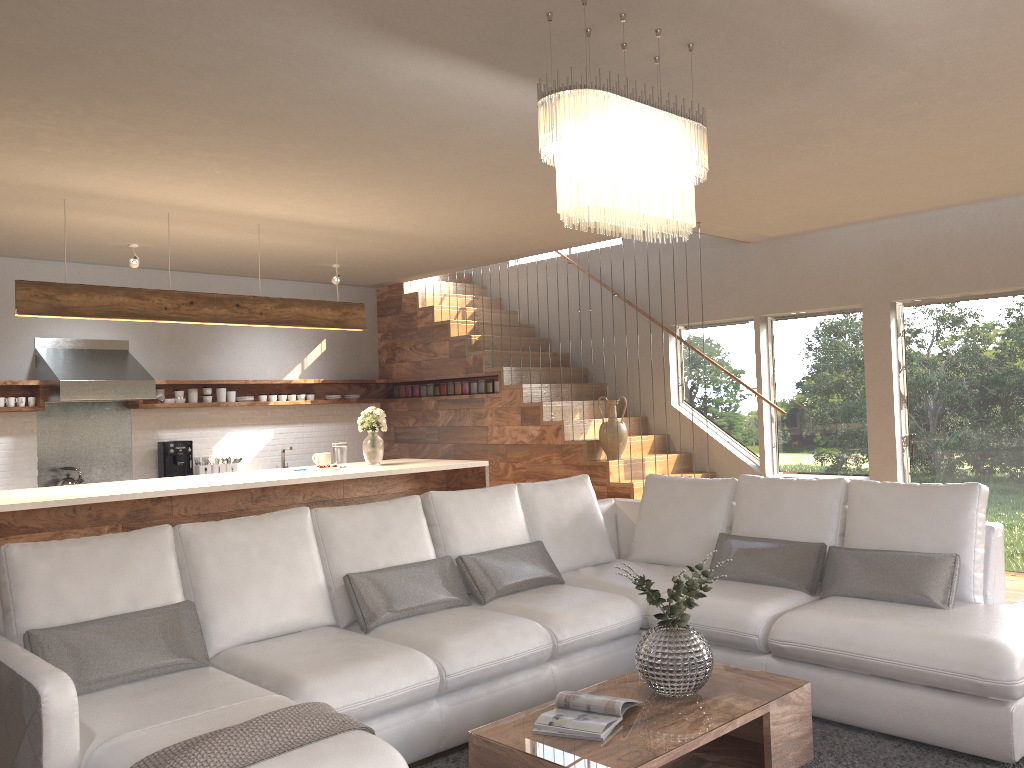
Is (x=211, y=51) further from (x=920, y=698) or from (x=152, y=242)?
(x=152, y=242)

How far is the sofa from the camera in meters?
2.9 m

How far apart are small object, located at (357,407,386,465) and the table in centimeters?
358cm

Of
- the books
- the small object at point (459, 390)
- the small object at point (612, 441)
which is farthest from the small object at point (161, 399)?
the books

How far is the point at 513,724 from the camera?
3.0 meters

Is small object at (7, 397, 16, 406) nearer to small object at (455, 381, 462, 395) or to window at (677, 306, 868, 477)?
small object at (455, 381, 462, 395)

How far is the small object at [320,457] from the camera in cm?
659

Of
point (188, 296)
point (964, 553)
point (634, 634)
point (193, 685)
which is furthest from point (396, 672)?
point (188, 296)

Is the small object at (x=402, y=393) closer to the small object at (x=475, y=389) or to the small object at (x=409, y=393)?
the small object at (x=409, y=393)

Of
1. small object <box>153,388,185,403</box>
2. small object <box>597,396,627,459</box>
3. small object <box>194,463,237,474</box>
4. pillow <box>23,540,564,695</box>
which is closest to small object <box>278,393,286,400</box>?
small object <box>194,463,237,474</box>
